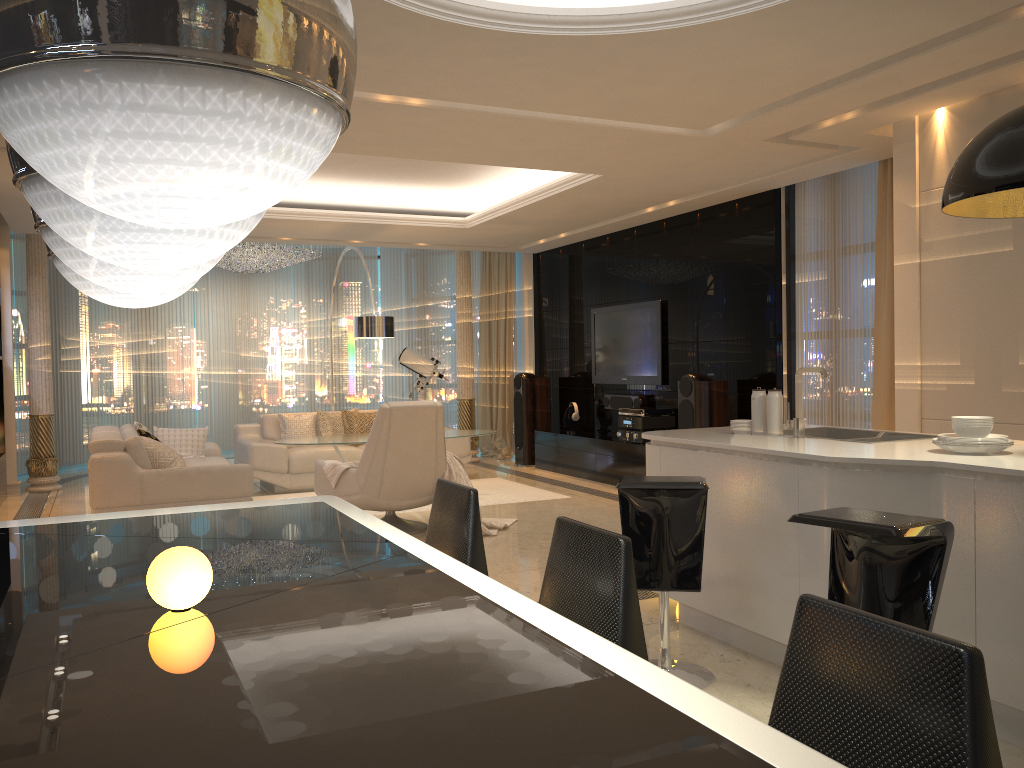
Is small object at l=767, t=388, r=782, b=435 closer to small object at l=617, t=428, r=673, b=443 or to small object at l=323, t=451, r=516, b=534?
small object at l=323, t=451, r=516, b=534

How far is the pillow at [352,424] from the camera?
9.4 meters

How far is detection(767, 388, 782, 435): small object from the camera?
4.01m

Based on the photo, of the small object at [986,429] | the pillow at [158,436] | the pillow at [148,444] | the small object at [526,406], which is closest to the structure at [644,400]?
the small object at [526,406]

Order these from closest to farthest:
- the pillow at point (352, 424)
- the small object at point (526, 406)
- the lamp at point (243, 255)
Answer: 1. the pillow at point (352, 424)
2. the small object at point (526, 406)
3. the lamp at point (243, 255)

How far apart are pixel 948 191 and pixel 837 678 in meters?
2.1

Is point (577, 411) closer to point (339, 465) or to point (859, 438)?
point (339, 465)

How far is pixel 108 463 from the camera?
6.3m

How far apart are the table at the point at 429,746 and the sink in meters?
2.3

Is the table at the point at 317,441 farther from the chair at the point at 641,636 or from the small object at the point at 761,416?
the chair at the point at 641,636
